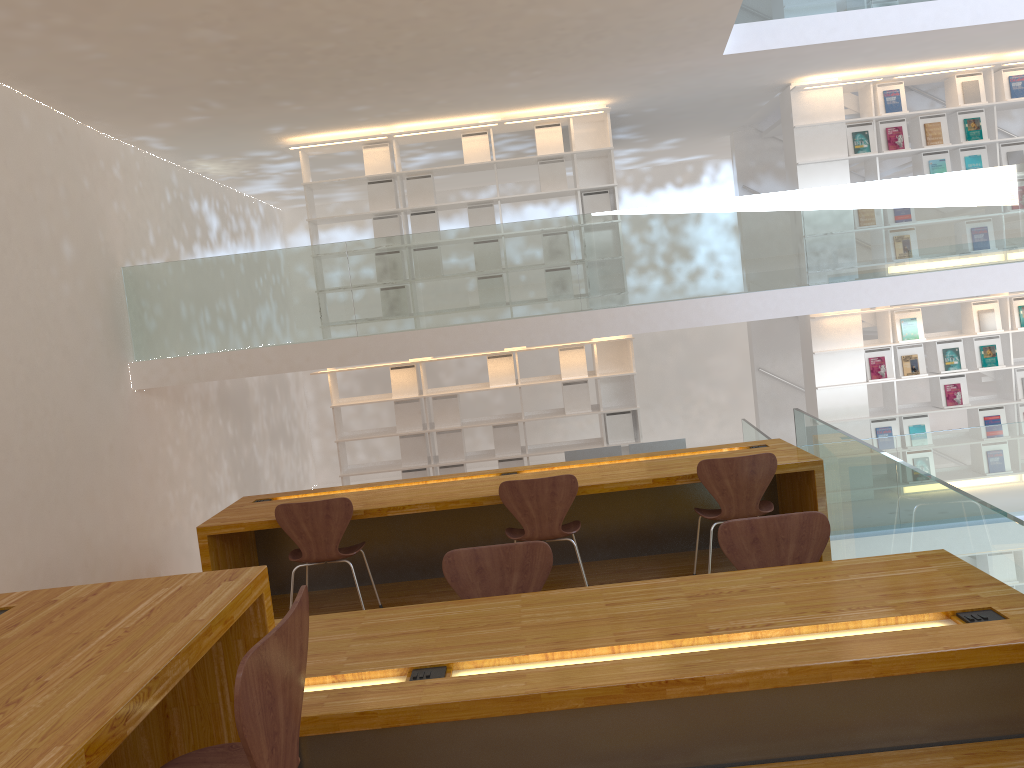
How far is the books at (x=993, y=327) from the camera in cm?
814

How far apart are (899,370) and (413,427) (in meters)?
4.56

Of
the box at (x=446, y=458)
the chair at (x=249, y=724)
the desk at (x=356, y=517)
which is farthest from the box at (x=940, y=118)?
the chair at (x=249, y=724)

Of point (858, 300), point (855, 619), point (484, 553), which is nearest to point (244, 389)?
point (858, 300)

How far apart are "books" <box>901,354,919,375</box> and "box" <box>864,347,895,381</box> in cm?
14

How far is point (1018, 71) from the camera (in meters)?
8.00

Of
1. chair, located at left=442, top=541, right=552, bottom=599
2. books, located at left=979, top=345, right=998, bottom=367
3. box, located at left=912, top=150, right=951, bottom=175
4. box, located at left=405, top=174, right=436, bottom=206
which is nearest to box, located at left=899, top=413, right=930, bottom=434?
books, located at left=979, top=345, right=998, bottom=367

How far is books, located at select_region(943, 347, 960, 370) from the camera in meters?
8.2 m

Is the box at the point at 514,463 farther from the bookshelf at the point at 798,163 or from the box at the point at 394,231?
the bookshelf at the point at 798,163

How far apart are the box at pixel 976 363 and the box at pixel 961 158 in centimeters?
158cm
